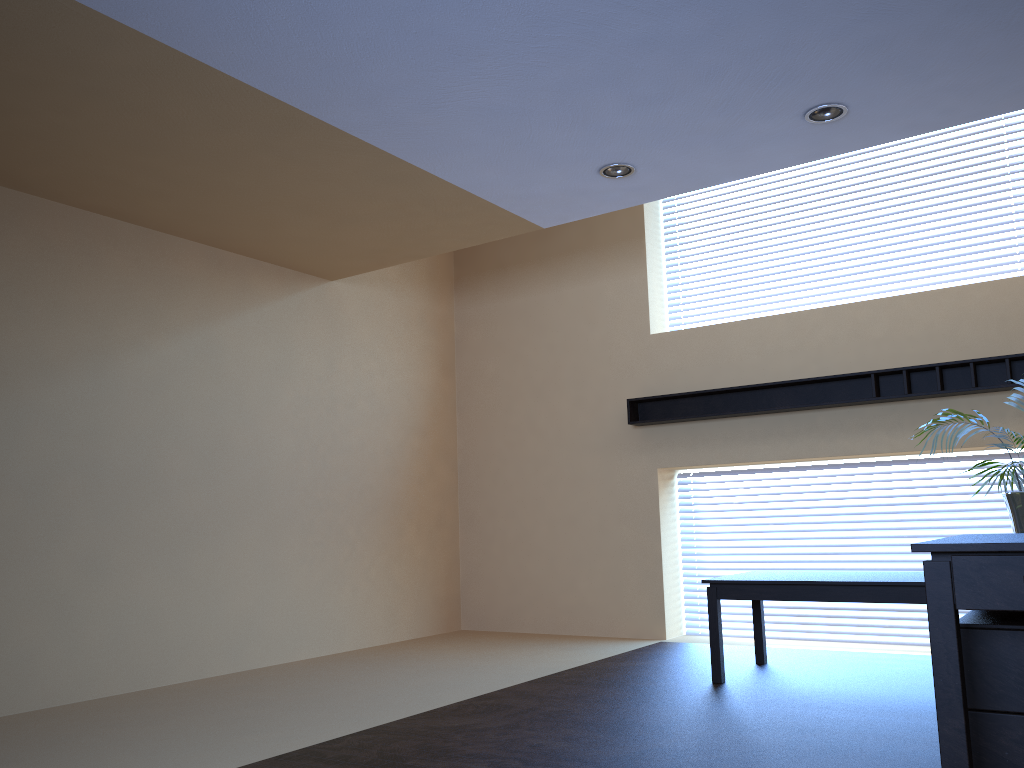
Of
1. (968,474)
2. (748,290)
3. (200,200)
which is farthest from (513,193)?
(968,474)

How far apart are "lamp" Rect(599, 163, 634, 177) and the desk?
3.3m

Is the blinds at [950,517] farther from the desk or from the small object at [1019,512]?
the desk

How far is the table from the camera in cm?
473

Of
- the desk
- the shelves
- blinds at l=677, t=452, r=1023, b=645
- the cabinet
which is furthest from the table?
the desk

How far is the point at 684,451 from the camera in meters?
7.3

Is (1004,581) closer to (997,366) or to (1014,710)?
(1014,710)

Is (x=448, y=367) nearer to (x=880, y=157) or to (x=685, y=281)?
(x=685, y=281)

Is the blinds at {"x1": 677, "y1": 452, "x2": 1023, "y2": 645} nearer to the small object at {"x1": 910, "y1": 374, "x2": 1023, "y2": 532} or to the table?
the table

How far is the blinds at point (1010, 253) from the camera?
6.40m
